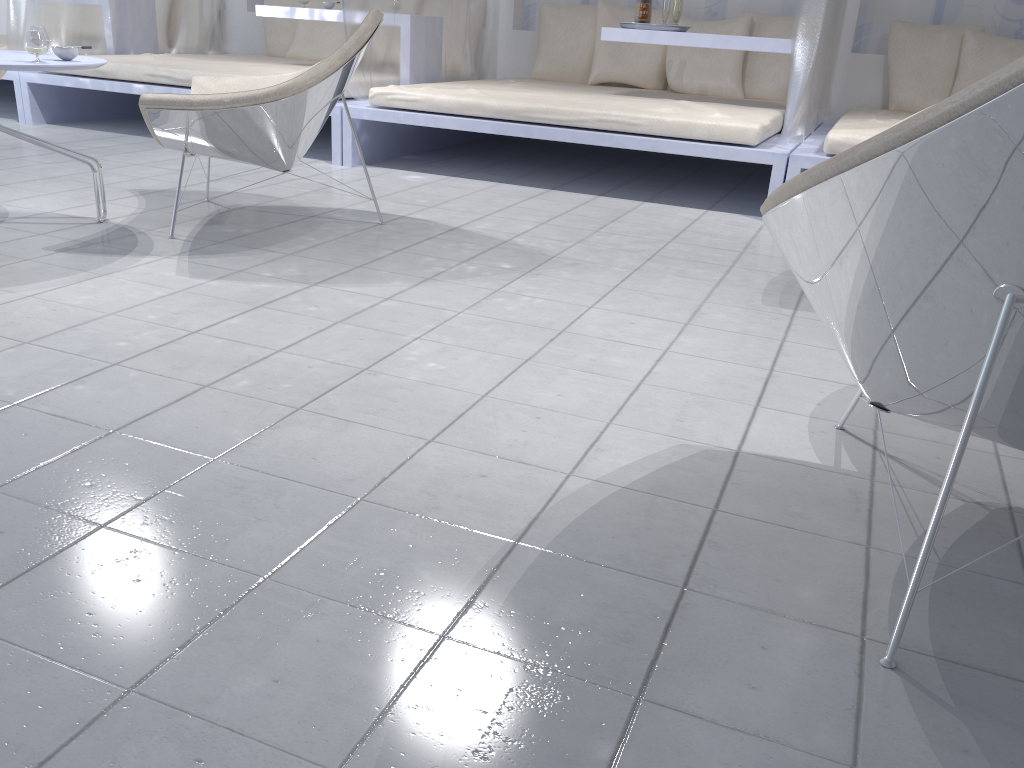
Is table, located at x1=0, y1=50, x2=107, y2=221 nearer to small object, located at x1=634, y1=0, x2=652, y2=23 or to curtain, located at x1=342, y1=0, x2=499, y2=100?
curtain, located at x1=342, y1=0, x2=499, y2=100

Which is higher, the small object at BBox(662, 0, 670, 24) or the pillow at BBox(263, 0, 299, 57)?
the small object at BBox(662, 0, 670, 24)

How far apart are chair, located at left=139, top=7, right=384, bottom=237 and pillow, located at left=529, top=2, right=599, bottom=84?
2.77m

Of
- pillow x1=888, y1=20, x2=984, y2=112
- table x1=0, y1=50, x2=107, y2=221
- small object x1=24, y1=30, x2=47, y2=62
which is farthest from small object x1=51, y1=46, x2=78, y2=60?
pillow x1=888, y1=20, x2=984, y2=112

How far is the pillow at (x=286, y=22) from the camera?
6.6m

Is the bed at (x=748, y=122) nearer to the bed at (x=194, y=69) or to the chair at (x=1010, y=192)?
the bed at (x=194, y=69)

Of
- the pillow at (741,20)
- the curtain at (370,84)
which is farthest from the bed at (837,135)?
the curtain at (370,84)

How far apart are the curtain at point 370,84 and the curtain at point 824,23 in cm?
209

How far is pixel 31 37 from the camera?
2.7m

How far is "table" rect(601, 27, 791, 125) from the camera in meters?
4.4
